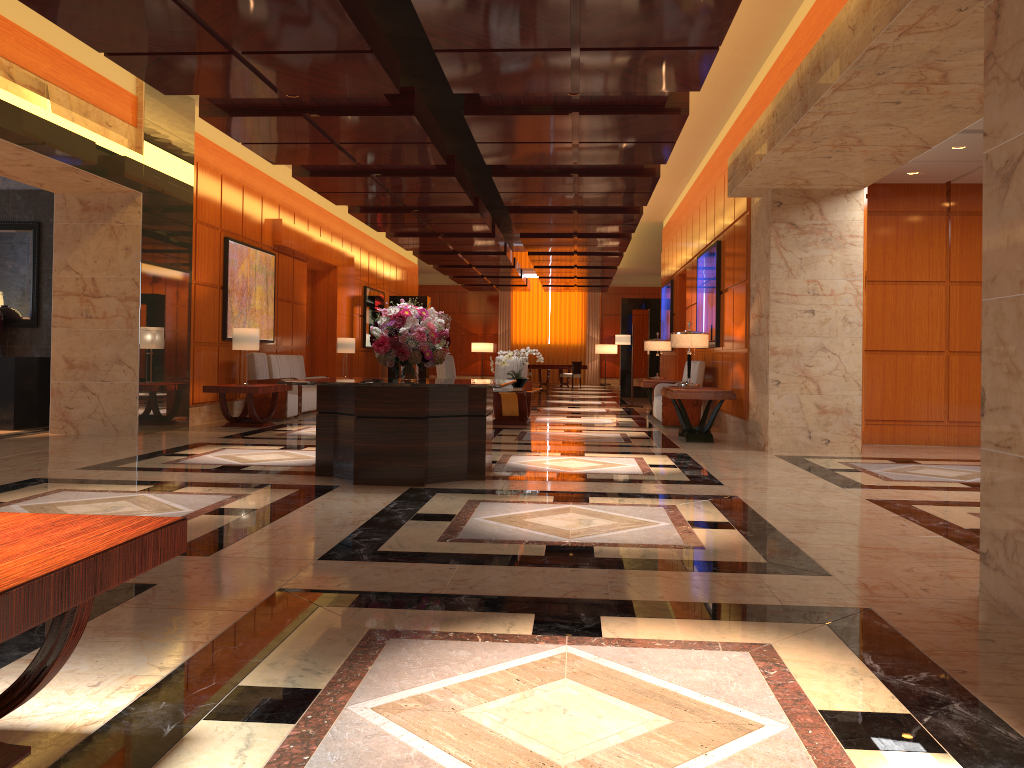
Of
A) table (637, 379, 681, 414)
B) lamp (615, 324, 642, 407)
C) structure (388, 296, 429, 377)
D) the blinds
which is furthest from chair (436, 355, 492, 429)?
the blinds

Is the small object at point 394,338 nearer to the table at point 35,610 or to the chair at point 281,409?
the table at point 35,610

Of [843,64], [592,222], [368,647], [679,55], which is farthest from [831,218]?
[368,647]

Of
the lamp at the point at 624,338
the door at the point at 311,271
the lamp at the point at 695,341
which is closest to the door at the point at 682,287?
the lamp at the point at 624,338

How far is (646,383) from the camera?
14.2 meters

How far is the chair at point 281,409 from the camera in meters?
12.4 m

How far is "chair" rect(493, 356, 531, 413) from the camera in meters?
14.3

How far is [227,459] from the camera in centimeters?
787cm

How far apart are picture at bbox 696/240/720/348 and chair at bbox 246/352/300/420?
6.0 meters

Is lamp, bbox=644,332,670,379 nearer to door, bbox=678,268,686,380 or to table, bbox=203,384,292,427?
door, bbox=678,268,686,380
